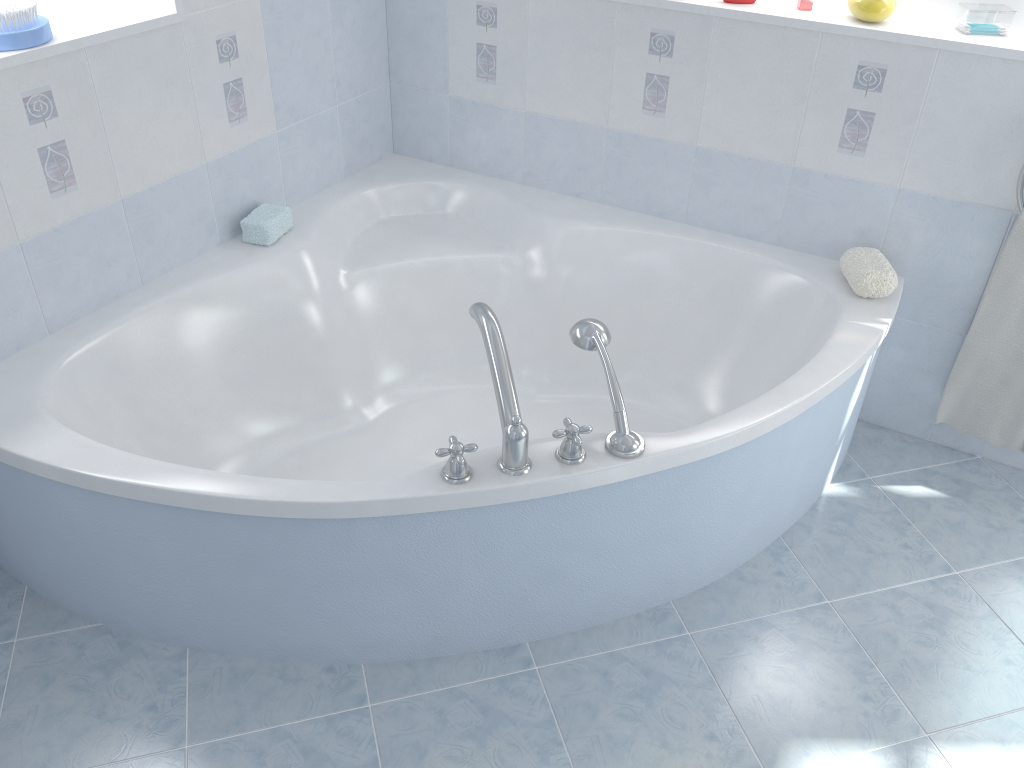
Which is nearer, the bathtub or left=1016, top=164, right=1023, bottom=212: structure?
the bathtub

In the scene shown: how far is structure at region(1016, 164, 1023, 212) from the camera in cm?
194

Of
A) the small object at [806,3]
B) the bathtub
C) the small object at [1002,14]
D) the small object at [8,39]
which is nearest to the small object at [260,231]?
the bathtub

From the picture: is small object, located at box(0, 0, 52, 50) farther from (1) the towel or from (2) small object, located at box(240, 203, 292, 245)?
(1) the towel

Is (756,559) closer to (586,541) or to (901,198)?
(586,541)

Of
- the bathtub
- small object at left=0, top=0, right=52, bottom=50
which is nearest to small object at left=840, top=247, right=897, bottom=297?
the bathtub

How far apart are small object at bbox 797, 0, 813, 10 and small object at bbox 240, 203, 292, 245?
1.4 meters

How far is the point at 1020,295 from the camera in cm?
203

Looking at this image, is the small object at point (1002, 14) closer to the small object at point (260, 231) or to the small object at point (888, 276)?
the small object at point (888, 276)

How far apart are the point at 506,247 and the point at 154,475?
1.2m
